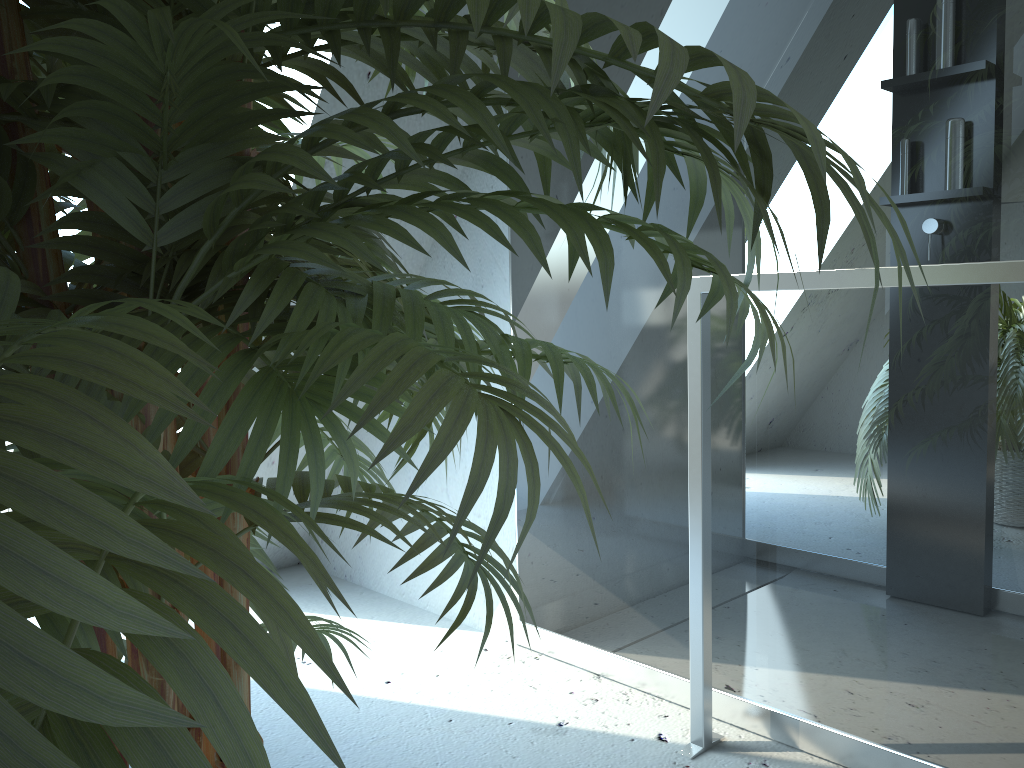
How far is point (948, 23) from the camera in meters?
1.3 m

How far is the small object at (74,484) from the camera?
0.3 meters

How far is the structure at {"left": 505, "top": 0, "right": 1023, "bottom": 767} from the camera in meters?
1.3

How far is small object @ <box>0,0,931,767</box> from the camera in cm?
25

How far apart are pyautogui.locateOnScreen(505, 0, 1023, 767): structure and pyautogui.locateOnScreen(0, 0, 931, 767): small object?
0.6 meters

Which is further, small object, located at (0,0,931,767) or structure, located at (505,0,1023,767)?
structure, located at (505,0,1023,767)

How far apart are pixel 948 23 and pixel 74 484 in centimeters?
145cm

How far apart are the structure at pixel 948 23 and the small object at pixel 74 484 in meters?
0.6 m
